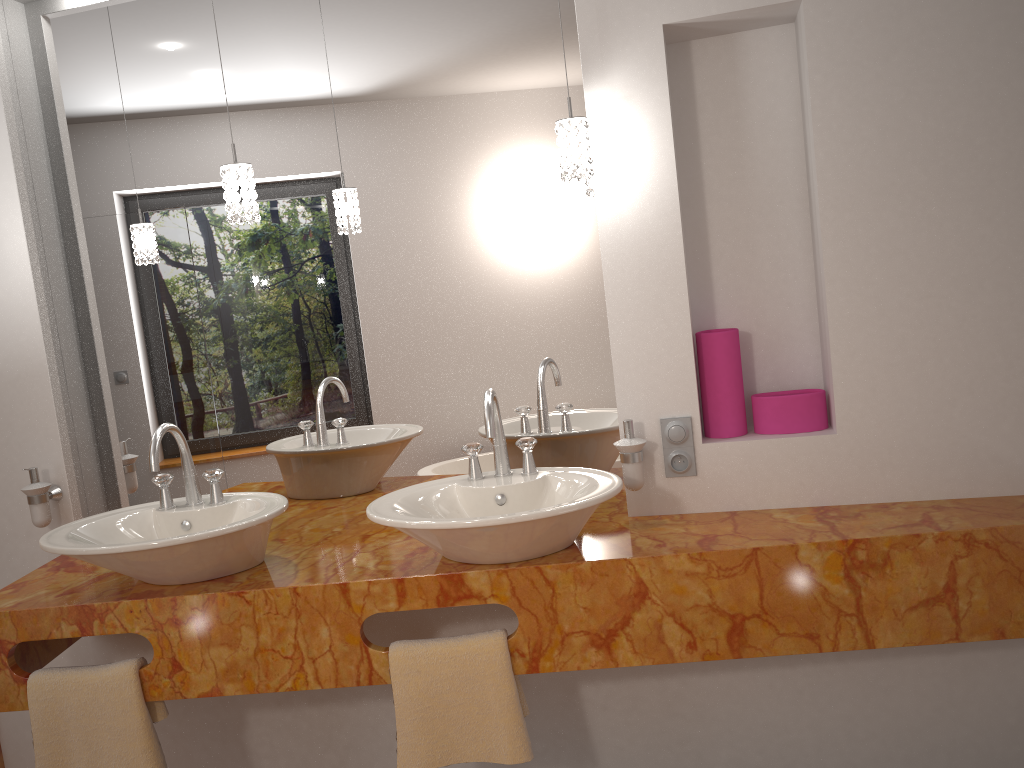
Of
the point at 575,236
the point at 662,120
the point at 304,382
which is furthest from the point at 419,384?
the point at 662,120

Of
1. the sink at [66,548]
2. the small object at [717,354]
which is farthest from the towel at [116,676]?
the small object at [717,354]

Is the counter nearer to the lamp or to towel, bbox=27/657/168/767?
towel, bbox=27/657/168/767

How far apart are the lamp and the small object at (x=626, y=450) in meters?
0.6

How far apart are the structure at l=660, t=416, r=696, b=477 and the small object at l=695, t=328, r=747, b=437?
0.1m

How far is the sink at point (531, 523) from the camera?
1.7 meters

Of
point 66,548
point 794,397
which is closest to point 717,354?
point 794,397

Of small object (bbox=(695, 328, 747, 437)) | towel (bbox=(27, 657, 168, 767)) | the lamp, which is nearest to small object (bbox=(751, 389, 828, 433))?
small object (bbox=(695, 328, 747, 437))

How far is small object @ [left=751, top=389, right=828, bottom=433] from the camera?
2.07m

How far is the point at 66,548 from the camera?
1.8 meters
